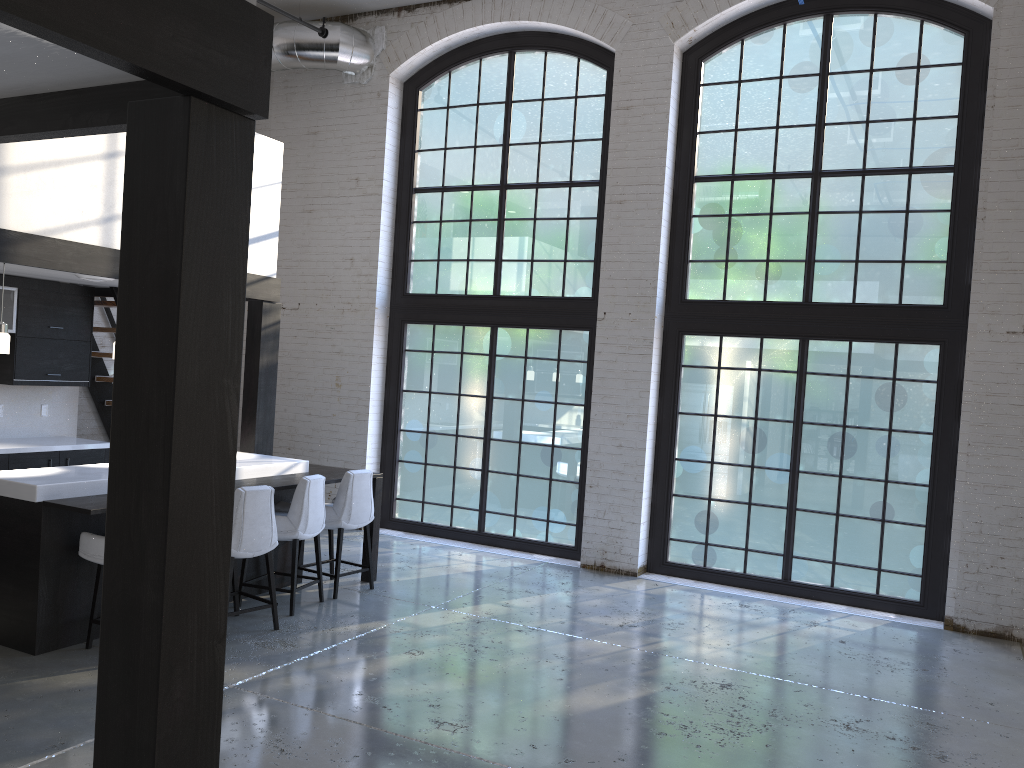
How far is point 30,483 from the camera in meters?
4.9

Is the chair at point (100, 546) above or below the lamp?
below

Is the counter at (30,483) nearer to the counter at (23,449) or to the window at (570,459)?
the counter at (23,449)

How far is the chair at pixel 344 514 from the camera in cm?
653

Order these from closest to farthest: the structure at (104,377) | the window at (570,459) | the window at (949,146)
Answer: the window at (949,146) → the window at (570,459) → the structure at (104,377)

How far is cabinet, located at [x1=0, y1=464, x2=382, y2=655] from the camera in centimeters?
493cm

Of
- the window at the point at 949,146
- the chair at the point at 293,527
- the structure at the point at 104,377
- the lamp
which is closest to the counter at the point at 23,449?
the structure at the point at 104,377

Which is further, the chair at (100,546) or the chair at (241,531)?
the chair at (241,531)

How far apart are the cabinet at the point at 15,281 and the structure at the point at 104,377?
0.21m

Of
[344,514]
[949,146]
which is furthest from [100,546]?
[949,146]
